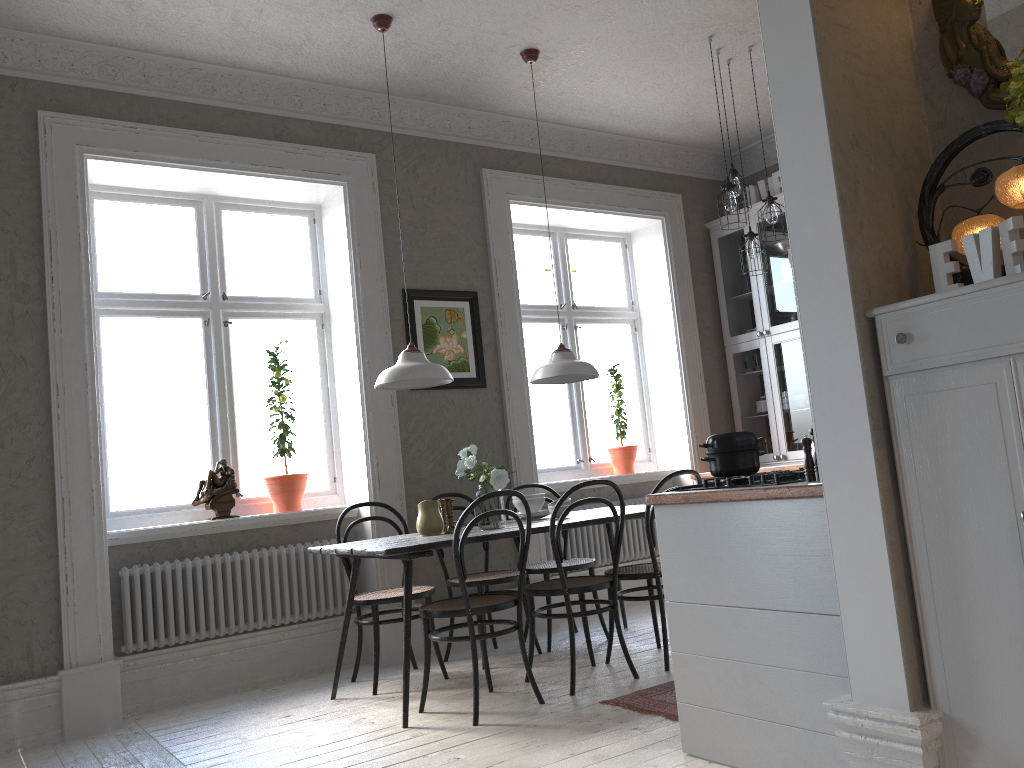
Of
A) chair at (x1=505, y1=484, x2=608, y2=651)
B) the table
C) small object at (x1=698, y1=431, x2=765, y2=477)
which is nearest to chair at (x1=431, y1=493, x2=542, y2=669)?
chair at (x1=505, y1=484, x2=608, y2=651)

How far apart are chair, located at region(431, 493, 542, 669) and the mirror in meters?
3.2 m

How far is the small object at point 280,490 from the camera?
5.0 meters

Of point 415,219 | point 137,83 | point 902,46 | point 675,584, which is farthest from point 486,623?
point 137,83

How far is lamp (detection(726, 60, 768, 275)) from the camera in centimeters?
510cm

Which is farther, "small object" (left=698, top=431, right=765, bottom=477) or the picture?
the picture

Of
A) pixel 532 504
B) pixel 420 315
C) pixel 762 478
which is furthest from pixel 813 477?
pixel 420 315

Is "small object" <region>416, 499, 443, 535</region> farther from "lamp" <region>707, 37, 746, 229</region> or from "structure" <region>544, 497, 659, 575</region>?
"lamp" <region>707, 37, 746, 229</region>

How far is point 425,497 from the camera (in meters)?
5.25

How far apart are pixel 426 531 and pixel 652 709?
1.37m
